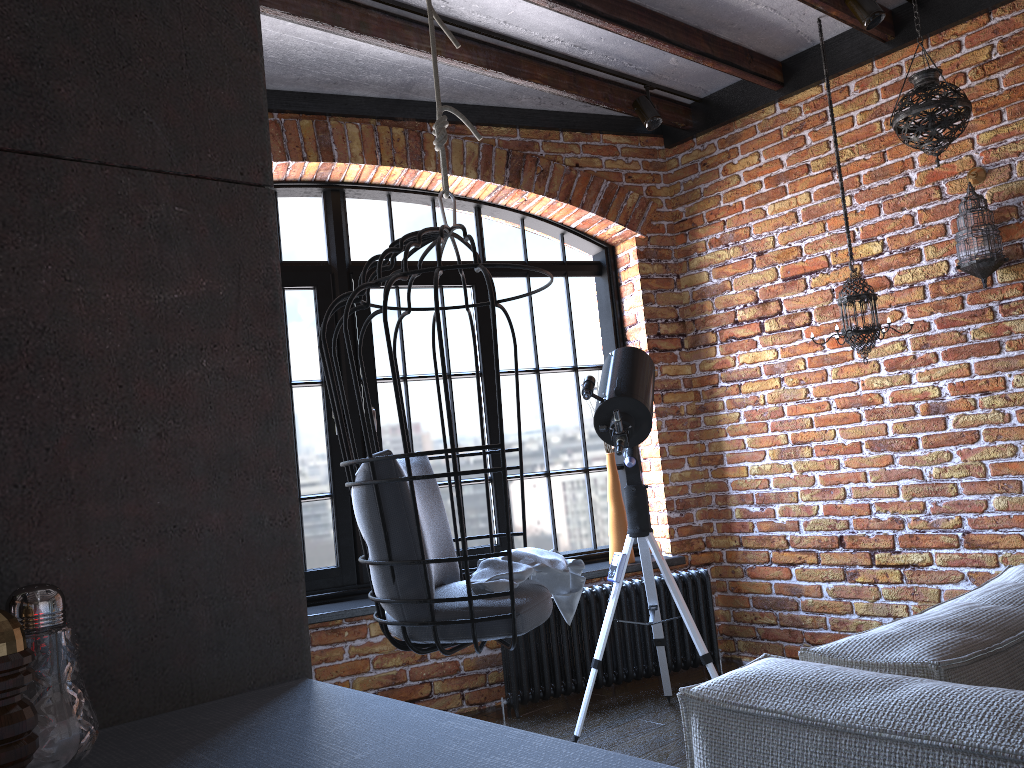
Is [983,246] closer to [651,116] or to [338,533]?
[651,116]

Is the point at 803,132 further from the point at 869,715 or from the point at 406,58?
the point at 869,715

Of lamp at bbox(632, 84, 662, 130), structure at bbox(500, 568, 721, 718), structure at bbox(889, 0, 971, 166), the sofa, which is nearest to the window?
structure at bbox(500, 568, 721, 718)

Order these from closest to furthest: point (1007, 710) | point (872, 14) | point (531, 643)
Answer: point (1007, 710) → point (872, 14) → point (531, 643)

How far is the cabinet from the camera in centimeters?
58cm

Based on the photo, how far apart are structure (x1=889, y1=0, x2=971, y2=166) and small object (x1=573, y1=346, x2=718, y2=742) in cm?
124

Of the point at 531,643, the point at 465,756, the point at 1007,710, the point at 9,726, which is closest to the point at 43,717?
the point at 9,726

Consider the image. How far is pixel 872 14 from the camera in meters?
3.2

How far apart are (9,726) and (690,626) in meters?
2.9

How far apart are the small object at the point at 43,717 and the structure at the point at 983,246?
3.40m
